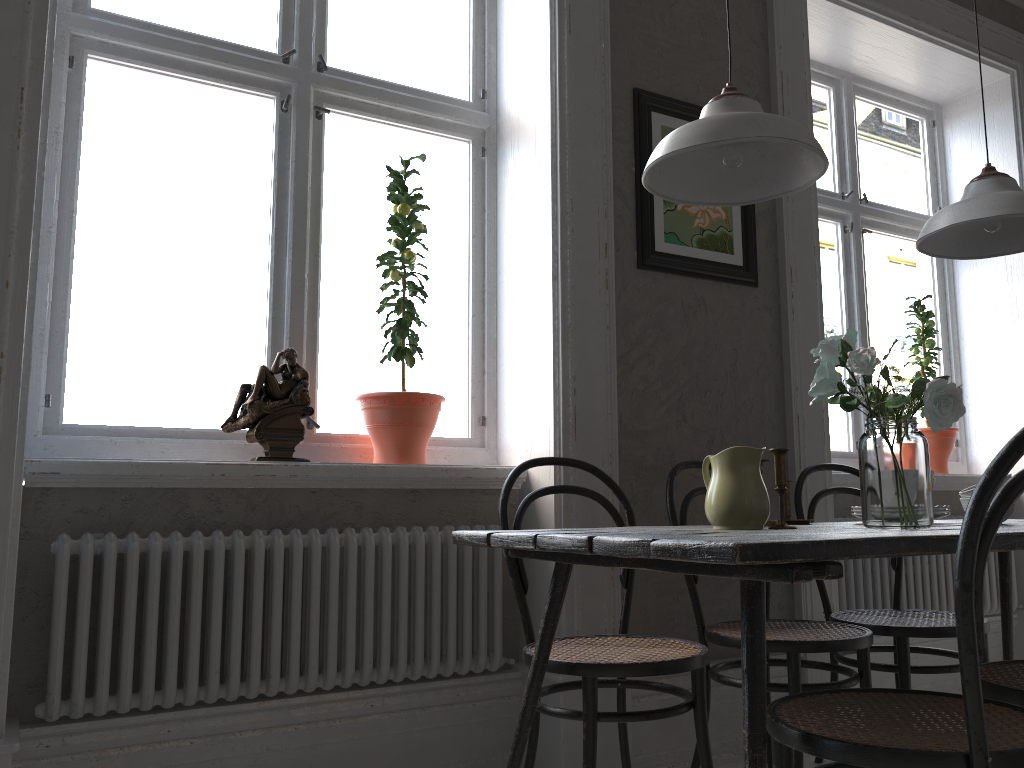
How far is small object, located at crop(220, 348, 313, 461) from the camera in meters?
2.4 m

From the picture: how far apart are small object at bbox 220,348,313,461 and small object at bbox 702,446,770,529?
1.1m

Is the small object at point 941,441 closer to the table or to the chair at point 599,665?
the table

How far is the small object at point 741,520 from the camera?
1.8 meters

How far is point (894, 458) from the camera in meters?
1.7 m

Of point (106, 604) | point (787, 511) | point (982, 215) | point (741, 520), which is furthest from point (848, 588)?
point (106, 604)

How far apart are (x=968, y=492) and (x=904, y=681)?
0.62m

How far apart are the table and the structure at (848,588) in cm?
66

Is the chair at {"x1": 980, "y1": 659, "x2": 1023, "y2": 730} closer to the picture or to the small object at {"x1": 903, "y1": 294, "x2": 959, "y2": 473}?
the picture

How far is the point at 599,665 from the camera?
1.9 meters
